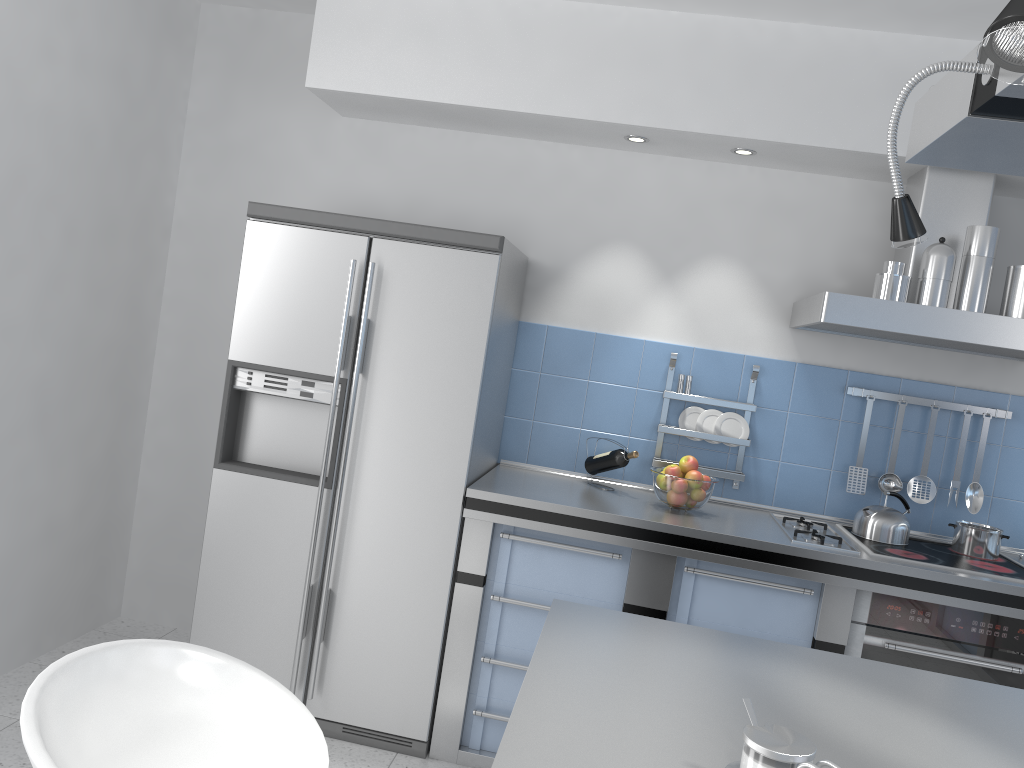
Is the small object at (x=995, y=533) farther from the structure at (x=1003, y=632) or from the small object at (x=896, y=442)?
the structure at (x=1003, y=632)

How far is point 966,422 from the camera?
3.4m

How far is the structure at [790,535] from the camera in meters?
3.0

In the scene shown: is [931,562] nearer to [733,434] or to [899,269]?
[733,434]

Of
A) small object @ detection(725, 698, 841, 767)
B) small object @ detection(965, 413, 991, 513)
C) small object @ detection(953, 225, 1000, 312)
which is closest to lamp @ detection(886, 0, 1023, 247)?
small object @ detection(725, 698, 841, 767)

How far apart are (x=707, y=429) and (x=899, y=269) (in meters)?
0.96

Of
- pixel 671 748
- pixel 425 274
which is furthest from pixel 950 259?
pixel 671 748

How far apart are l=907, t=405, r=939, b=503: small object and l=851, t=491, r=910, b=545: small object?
Result: 0.3m

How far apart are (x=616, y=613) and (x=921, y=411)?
2.2 meters

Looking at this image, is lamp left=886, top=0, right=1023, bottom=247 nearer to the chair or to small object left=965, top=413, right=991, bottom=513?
the chair
